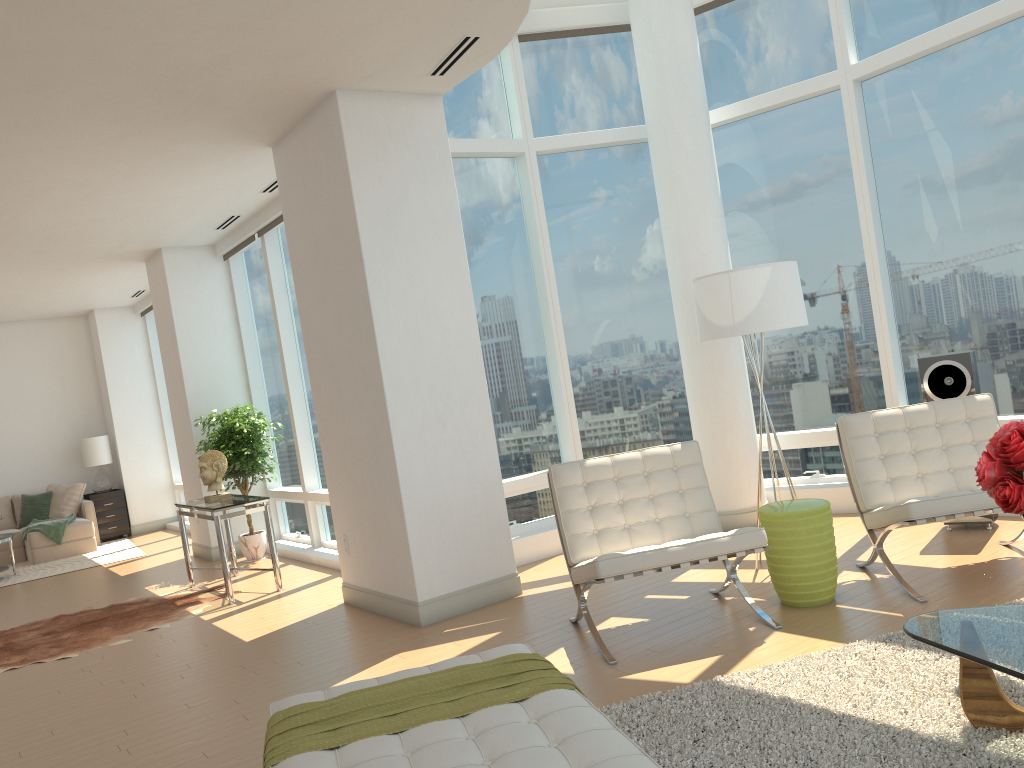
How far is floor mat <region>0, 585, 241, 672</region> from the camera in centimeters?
646cm

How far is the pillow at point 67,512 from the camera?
12.34m

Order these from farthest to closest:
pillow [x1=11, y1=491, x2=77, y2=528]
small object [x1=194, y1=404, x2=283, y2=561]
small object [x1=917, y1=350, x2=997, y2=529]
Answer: pillow [x1=11, y1=491, x2=77, y2=528], small object [x1=194, y1=404, x2=283, y2=561], small object [x1=917, y1=350, x2=997, y2=529]

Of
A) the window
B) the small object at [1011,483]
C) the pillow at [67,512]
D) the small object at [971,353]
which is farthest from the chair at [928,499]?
the pillow at [67,512]

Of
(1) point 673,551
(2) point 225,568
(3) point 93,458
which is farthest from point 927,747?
(3) point 93,458

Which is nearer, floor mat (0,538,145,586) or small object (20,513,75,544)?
floor mat (0,538,145,586)

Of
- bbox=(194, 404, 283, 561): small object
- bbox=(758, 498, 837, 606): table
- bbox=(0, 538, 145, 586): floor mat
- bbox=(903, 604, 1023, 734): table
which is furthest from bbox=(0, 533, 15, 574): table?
bbox=(903, 604, 1023, 734): table

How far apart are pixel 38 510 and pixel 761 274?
11.0m

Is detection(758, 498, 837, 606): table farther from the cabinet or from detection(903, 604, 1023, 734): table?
the cabinet

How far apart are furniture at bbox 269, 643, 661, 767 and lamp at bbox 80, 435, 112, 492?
11.14m
